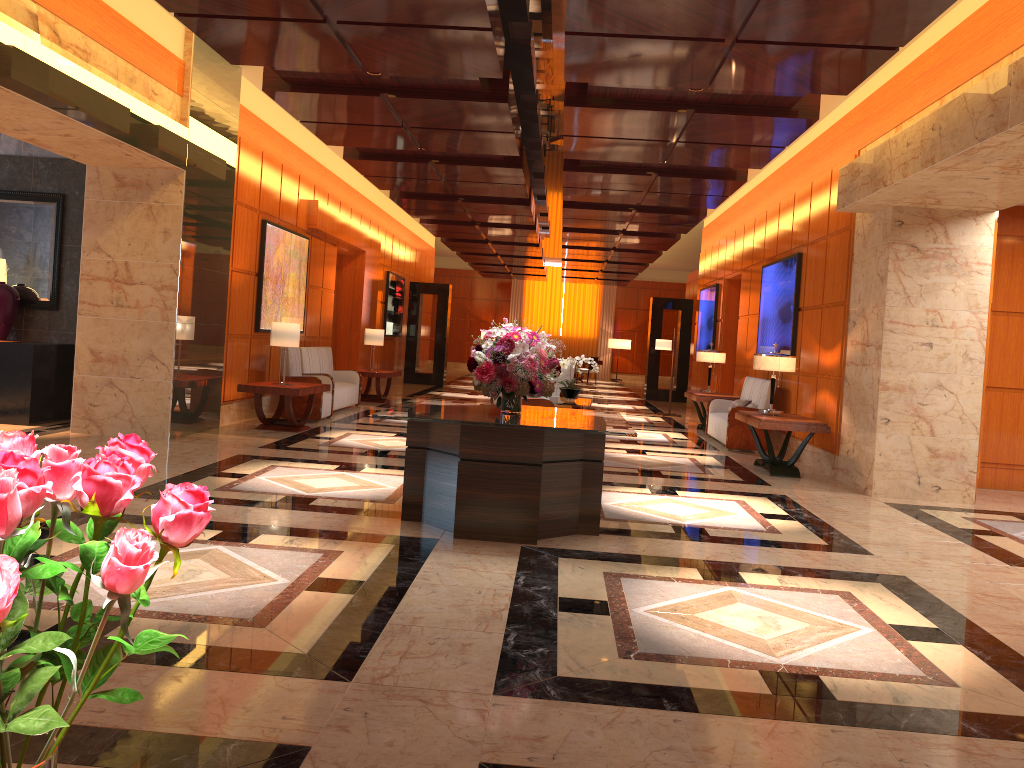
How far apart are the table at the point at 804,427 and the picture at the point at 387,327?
11.1m

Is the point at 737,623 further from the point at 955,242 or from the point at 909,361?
the point at 955,242

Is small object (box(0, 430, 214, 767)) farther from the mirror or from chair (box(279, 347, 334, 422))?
chair (box(279, 347, 334, 422))

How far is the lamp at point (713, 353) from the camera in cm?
1374

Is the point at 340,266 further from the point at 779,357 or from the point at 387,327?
the point at 779,357

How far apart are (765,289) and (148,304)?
8.30m

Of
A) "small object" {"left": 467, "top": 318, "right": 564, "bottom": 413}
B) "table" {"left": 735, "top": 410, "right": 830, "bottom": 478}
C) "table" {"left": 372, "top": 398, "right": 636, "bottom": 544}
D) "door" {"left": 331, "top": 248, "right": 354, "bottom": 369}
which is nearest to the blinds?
"door" {"left": 331, "top": 248, "right": 354, "bottom": 369}

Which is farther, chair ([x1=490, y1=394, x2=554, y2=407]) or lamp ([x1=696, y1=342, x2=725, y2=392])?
lamp ([x1=696, y1=342, x2=725, y2=392])

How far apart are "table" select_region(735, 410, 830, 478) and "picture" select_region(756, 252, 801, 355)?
1.5 meters

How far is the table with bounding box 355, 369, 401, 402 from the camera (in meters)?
15.02
